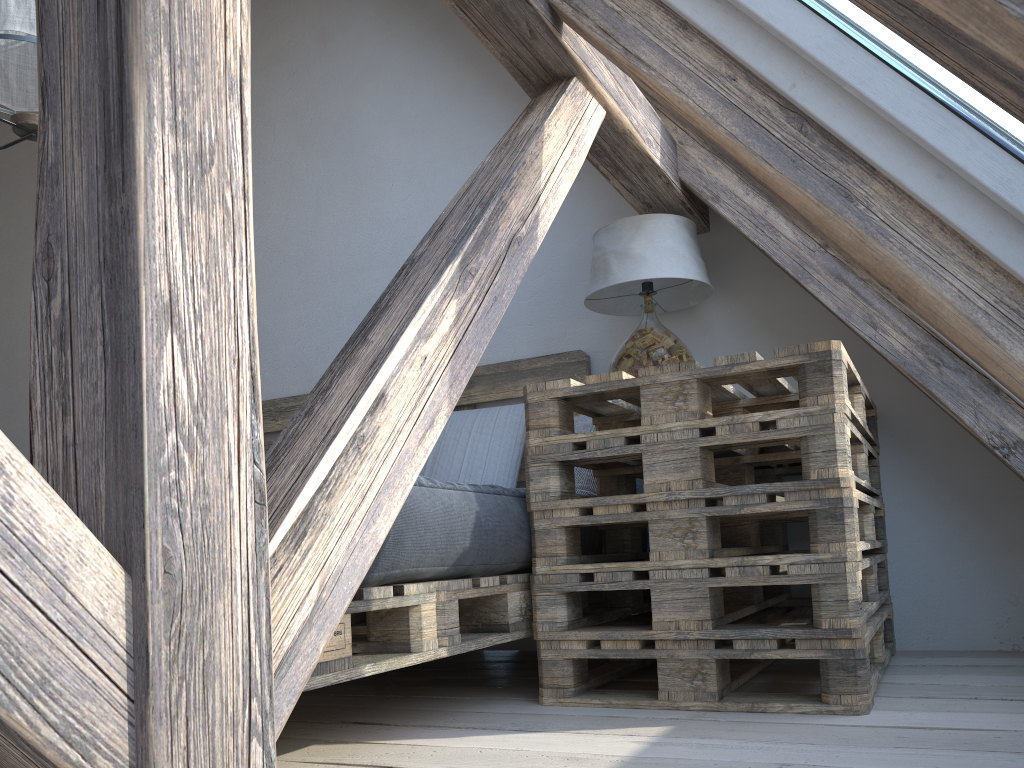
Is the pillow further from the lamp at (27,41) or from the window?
the lamp at (27,41)

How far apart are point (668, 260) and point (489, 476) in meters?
0.9 m

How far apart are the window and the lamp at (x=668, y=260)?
1.0m

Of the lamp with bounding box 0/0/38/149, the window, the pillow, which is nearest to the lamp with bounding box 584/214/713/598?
the pillow

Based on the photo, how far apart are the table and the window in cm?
37

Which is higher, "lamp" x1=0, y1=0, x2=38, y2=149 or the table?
"lamp" x1=0, y1=0, x2=38, y2=149

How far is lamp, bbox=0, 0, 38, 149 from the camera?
2.1m

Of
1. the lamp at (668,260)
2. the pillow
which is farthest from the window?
the pillow

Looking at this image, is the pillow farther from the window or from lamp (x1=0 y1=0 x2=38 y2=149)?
lamp (x1=0 y1=0 x2=38 y2=149)

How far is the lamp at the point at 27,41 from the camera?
2.1 meters
